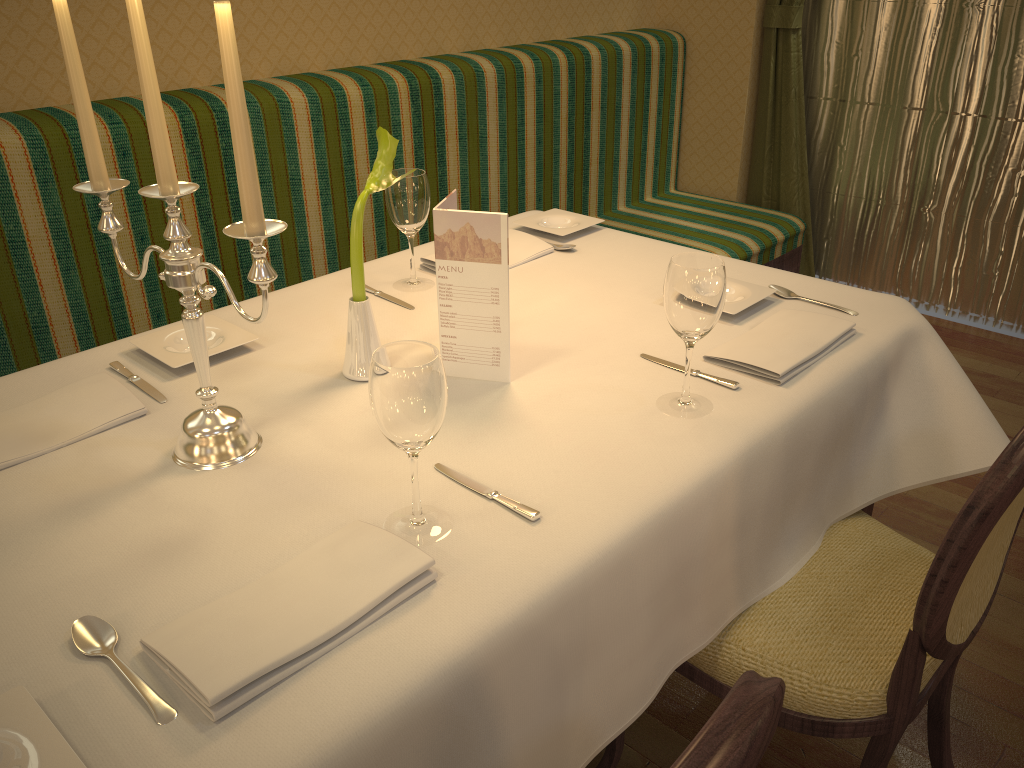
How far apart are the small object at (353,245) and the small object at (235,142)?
0.2m

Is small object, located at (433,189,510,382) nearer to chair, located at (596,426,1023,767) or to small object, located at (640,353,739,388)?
small object, located at (640,353,739,388)

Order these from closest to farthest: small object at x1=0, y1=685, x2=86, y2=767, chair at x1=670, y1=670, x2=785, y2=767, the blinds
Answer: chair at x1=670, y1=670, x2=785, y2=767, small object at x1=0, y1=685, x2=86, y2=767, the blinds

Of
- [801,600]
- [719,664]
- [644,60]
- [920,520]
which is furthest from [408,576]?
A: [644,60]

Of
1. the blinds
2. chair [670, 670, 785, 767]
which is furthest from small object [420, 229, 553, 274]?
the blinds

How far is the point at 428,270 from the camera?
1.9 meters

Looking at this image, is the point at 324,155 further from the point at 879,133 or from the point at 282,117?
the point at 879,133

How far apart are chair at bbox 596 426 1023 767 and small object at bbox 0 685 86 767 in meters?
0.9 m

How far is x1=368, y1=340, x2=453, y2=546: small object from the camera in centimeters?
94cm

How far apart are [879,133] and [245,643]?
3.4m
